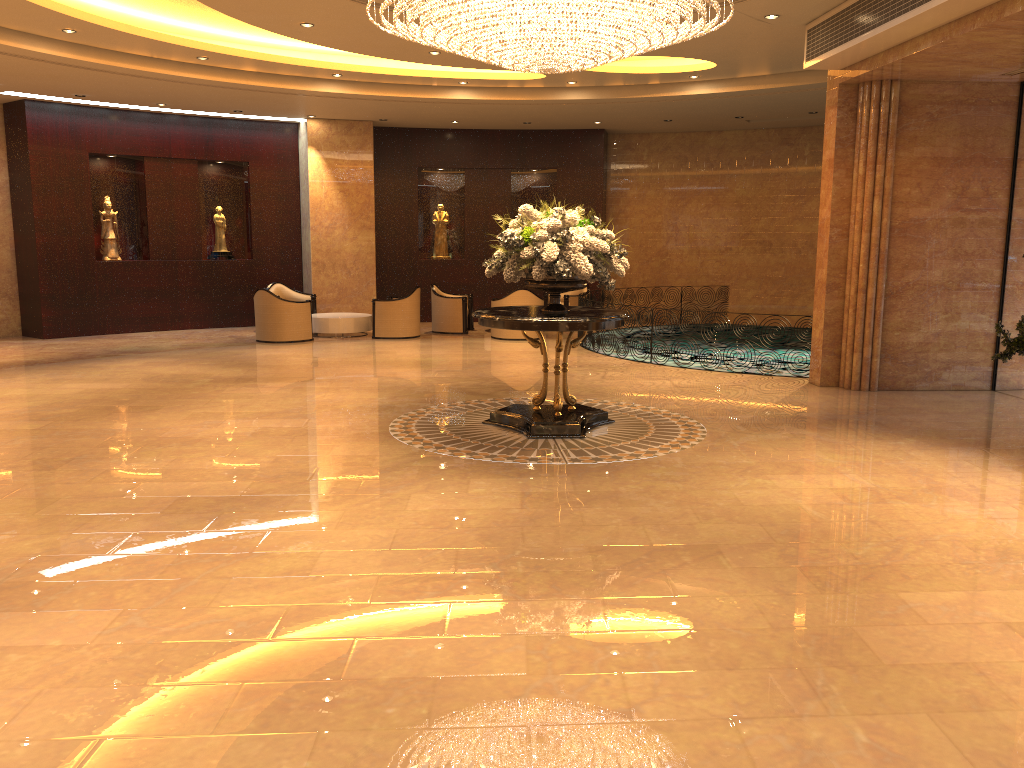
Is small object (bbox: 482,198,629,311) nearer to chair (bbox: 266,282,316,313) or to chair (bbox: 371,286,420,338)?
chair (bbox: 371,286,420,338)

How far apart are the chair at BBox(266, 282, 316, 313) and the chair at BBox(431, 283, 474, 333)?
2.3 meters

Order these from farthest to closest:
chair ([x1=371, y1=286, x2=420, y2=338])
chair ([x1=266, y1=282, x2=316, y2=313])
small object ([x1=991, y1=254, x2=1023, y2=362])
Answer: chair ([x1=266, y1=282, x2=316, y2=313]), chair ([x1=371, y1=286, x2=420, y2=338]), small object ([x1=991, y1=254, x2=1023, y2=362])

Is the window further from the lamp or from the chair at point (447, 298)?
the chair at point (447, 298)

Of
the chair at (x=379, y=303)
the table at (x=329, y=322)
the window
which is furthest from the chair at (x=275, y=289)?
the window

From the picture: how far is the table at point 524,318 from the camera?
7.7m

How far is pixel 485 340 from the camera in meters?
15.5

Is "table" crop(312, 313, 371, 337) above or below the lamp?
below

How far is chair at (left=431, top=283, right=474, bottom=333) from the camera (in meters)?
16.35

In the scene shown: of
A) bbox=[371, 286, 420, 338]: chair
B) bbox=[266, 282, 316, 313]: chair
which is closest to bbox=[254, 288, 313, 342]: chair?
bbox=[371, 286, 420, 338]: chair
